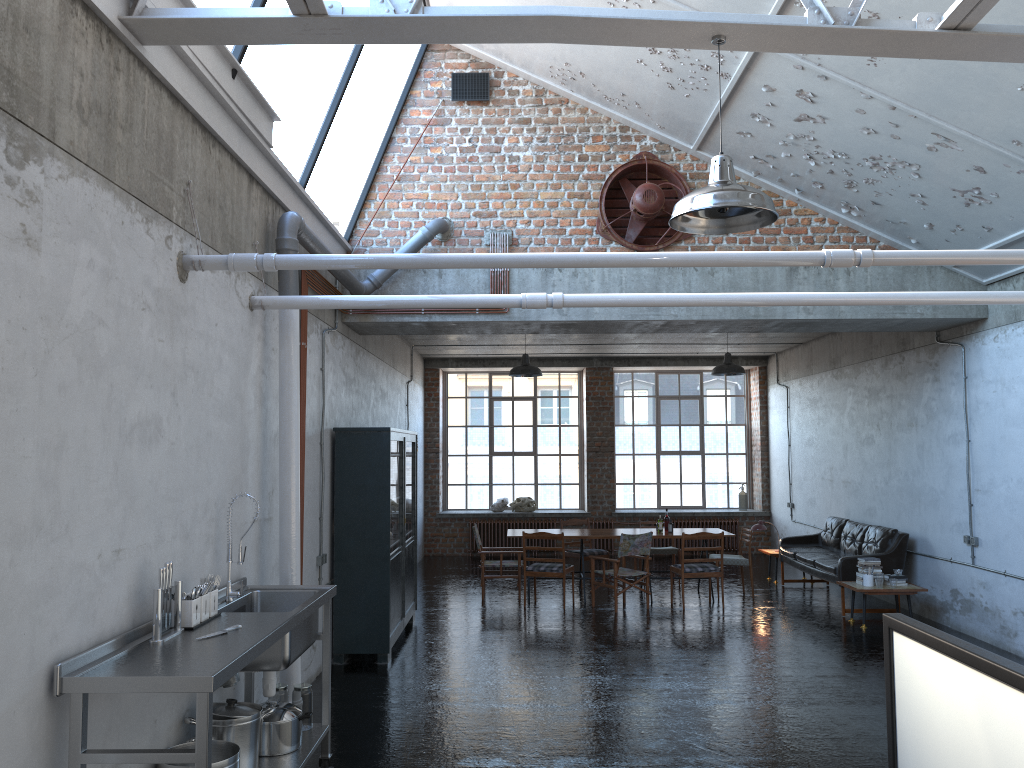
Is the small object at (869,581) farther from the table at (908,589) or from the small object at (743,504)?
the small object at (743,504)

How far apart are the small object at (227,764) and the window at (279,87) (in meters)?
4.02

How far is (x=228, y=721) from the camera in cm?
482

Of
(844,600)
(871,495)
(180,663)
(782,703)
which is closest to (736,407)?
(871,495)

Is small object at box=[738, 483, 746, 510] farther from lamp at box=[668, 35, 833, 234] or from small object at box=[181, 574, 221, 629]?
small object at box=[181, 574, 221, 629]

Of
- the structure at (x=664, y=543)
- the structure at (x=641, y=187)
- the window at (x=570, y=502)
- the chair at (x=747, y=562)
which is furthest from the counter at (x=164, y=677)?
the window at (x=570, y=502)

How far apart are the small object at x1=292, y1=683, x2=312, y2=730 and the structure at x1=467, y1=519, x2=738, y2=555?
12.34m

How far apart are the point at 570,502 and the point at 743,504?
3.47m

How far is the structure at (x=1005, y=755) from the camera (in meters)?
4.32

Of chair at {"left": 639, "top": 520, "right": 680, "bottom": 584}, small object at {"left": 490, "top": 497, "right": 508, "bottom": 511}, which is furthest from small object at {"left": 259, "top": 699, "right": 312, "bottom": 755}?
small object at {"left": 490, "top": 497, "right": 508, "bottom": 511}
